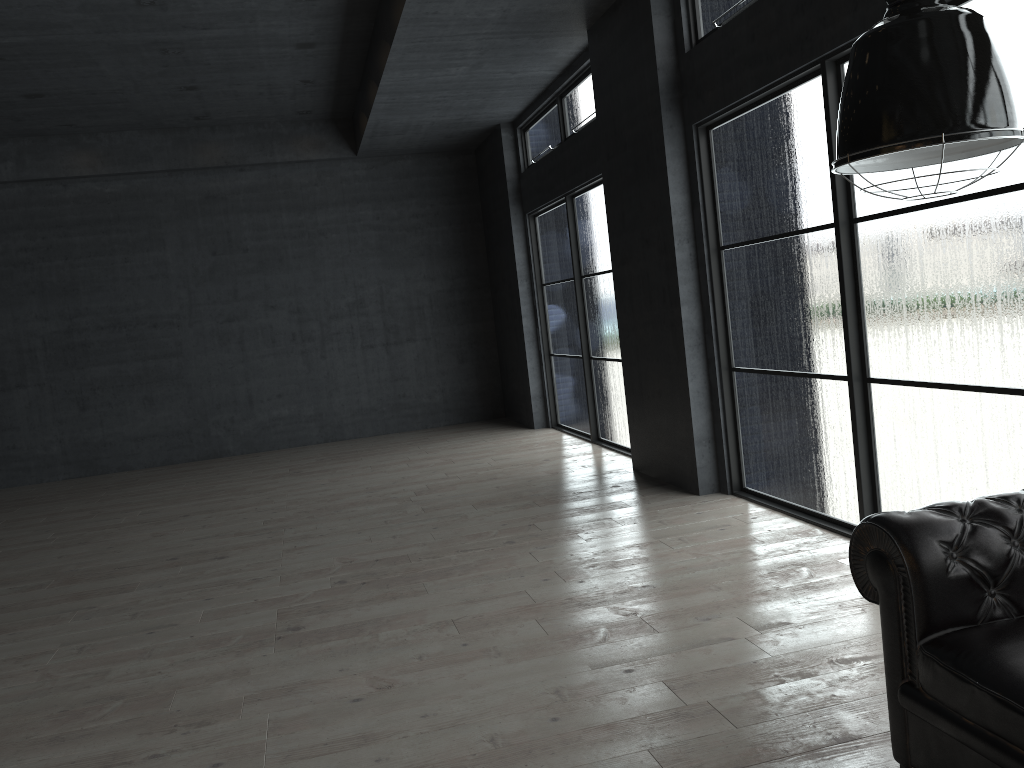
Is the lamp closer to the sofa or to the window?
the sofa

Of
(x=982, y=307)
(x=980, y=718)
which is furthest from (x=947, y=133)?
(x=982, y=307)

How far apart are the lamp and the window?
2.0 meters

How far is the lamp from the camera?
1.75m

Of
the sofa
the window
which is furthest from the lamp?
the window

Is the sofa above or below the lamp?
below

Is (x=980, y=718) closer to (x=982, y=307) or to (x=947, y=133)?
(x=947, y=133)

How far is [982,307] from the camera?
4.0m

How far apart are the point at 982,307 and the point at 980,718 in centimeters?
229cm

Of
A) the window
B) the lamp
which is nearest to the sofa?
the lamp
